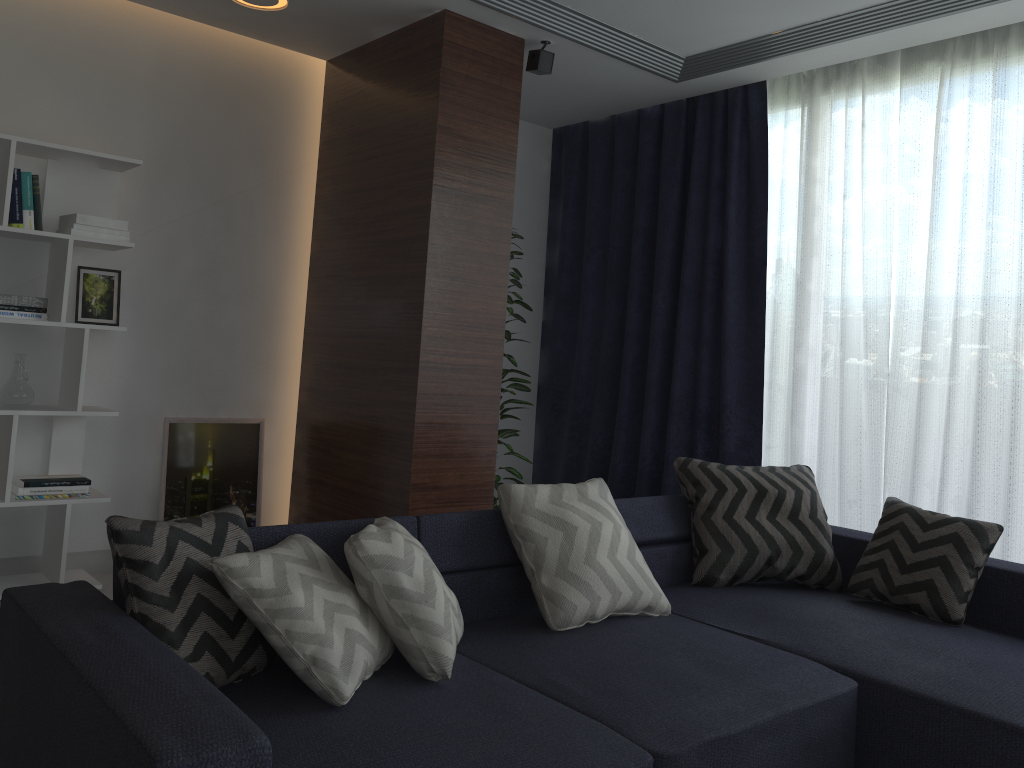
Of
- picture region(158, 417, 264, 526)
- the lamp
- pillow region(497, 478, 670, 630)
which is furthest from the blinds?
the lamp

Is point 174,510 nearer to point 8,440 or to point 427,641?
point 8,440

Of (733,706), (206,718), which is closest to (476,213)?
(733,706)

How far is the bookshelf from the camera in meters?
3.5

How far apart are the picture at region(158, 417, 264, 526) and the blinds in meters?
1.8 m

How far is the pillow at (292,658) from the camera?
1.89m

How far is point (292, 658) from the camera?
1.9m

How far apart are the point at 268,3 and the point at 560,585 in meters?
2.7 m

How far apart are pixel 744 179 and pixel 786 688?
2.89m

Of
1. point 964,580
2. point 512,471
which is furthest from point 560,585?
point 512,471
